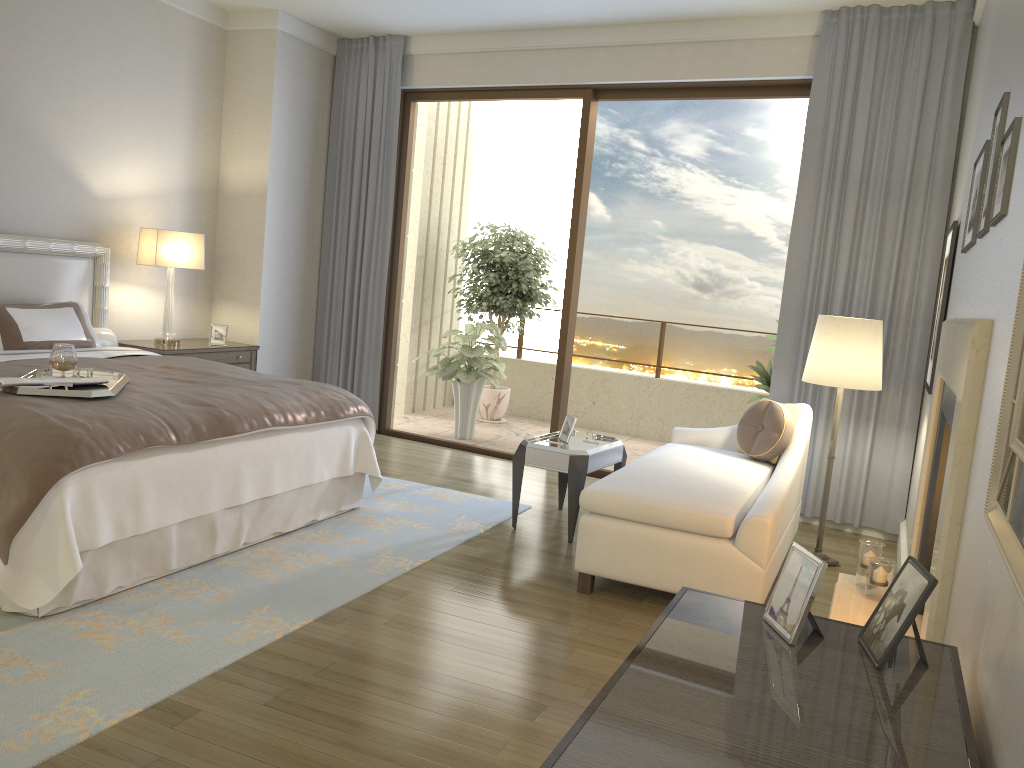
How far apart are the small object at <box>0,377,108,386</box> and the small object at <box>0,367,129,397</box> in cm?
3

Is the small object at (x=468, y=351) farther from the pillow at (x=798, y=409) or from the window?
the pillow at (x=798, y=409)

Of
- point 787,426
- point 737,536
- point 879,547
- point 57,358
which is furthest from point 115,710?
point 787,426

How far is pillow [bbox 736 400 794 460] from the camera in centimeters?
469cm

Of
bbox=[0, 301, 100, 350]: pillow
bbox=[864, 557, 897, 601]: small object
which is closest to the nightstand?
bbox=[0, 301, 100, 350]: pillow

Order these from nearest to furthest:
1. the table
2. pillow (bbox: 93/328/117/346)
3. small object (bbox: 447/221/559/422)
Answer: the table → pillow (bbox: 93/328/117/346) → small object (bbox: 447/221/559/422)

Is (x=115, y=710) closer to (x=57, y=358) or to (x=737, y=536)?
(x=57, y=358)

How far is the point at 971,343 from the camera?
2.1 meters

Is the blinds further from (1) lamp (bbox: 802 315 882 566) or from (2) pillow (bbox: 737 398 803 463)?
(1) lamp (bbox: 802 315 882 566)

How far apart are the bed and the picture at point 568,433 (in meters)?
1.04
